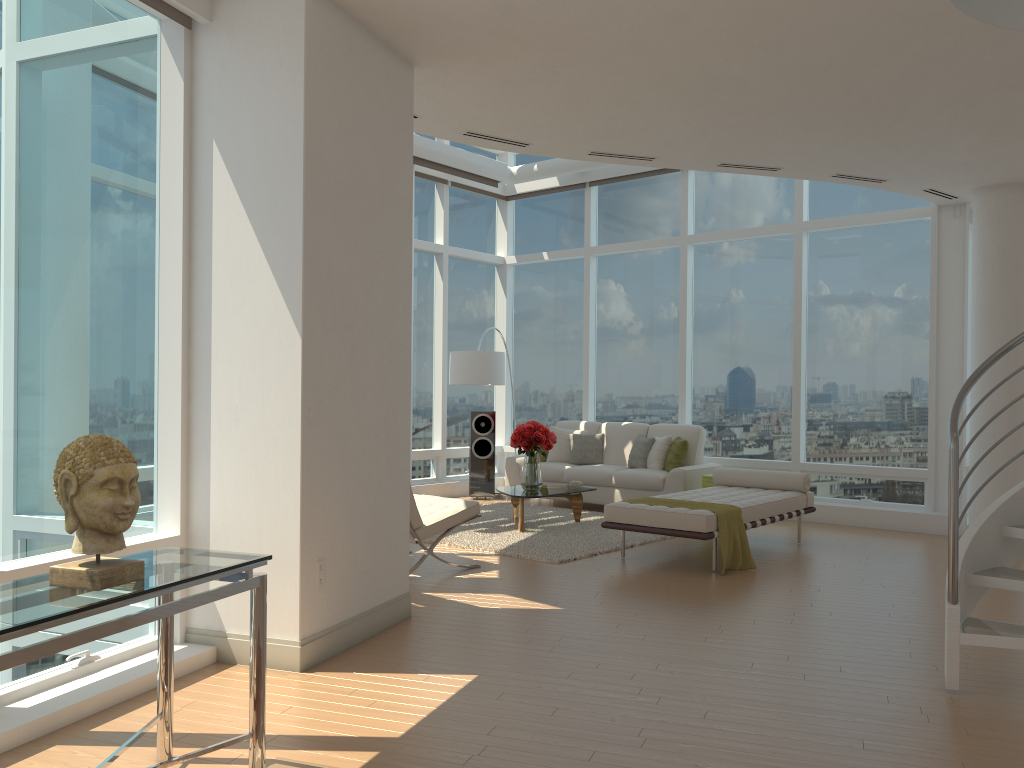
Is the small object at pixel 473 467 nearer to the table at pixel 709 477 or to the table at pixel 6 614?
the table at pixel 709 477

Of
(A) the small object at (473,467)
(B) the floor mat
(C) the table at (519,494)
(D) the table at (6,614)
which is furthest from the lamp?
(D) the table at (6,614)

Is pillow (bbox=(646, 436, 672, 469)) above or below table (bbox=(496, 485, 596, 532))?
above

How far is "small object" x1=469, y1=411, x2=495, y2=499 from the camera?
11.56m

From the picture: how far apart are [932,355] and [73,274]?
8.2m

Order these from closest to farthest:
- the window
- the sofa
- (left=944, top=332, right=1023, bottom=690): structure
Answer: the window, (left=944, top=332, right=1023, bottom=690): structure, the sofa

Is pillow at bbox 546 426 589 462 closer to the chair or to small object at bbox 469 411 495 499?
small object at bbox 469 411 495 499

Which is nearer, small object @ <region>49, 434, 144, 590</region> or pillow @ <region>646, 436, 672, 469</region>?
small object @ <region>49, 434, 144, 590</region>

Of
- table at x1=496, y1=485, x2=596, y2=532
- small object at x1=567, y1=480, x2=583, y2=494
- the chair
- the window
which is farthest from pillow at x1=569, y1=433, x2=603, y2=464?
the chair

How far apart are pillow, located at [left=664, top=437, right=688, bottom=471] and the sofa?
0.1m
